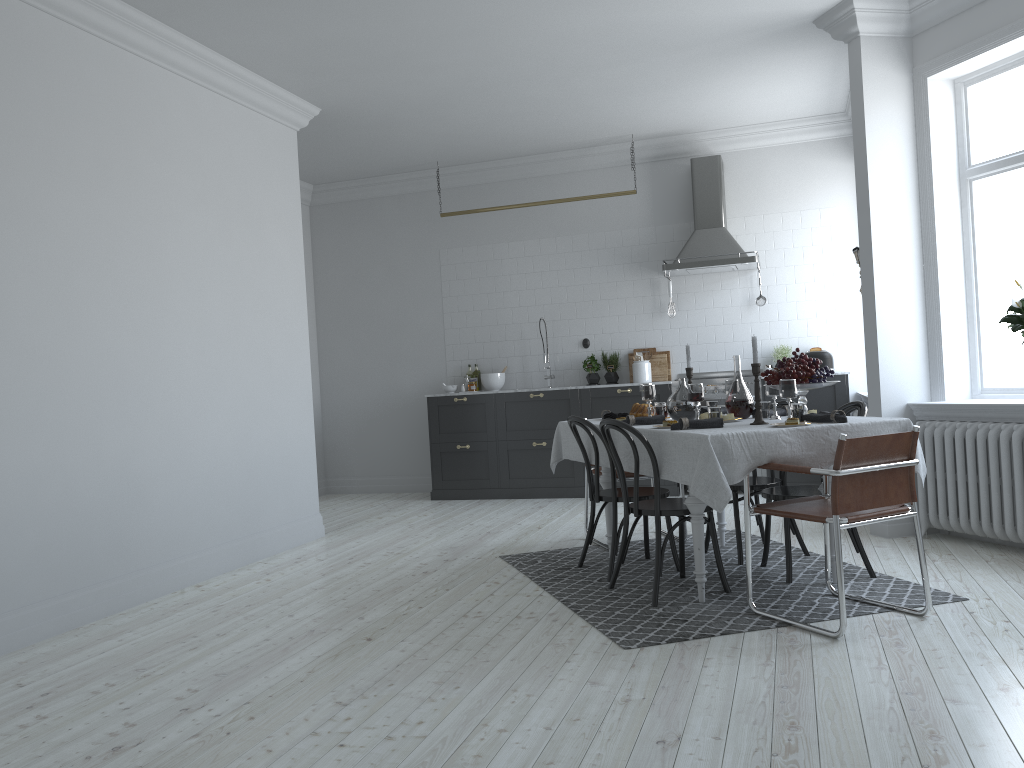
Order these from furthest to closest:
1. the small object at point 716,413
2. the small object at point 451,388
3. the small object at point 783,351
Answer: the small object at point 451,388 < the small object at point 783,351 < the small object at point 716,413

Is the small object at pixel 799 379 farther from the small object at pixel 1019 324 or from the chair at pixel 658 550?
the small object at pixel 1019 324

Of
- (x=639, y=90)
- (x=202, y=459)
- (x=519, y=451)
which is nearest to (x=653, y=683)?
(x=202, y=459)

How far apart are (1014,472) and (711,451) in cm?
215

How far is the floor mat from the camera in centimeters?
391cm

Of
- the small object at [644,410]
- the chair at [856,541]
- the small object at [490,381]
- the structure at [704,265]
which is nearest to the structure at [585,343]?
the small object at [490,381]

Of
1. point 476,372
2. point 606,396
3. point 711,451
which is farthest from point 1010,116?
point 476,372

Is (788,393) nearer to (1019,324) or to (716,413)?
(716,413)

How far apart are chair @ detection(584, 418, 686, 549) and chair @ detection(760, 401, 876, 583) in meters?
1.0 m

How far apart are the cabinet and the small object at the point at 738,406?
3.0m
